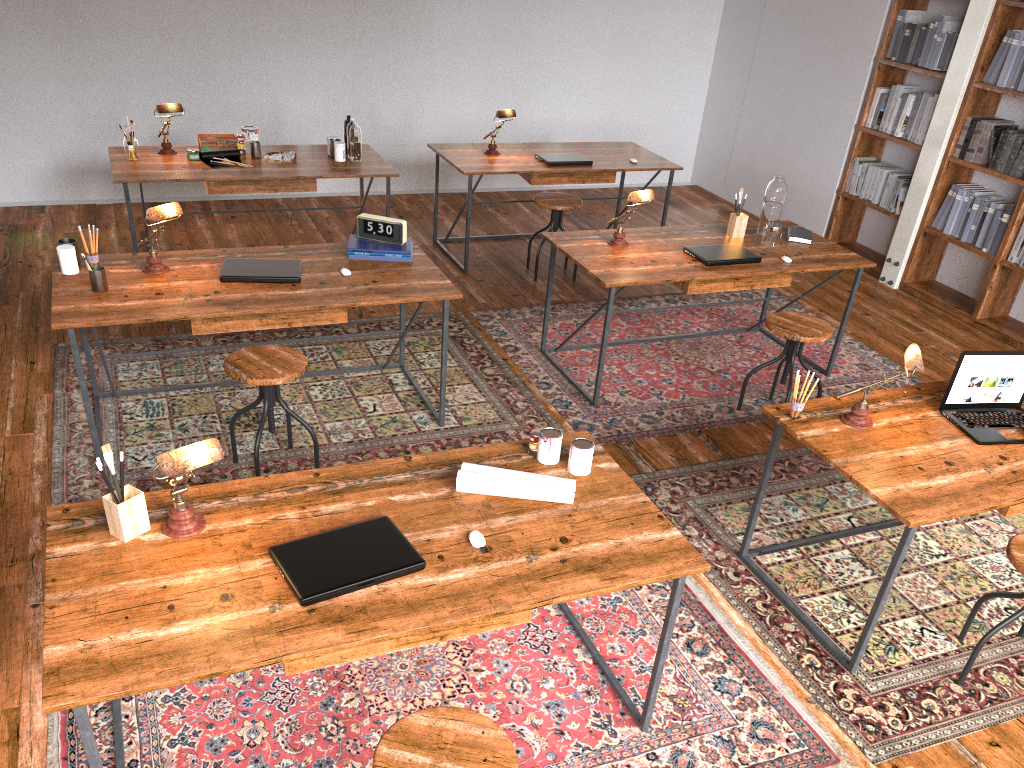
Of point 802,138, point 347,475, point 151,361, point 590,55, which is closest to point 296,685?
point 347,475

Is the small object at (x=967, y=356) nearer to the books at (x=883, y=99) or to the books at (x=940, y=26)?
the books at (x=940, y=26)

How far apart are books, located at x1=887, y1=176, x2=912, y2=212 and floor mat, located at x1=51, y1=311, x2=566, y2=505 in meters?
3.3 m

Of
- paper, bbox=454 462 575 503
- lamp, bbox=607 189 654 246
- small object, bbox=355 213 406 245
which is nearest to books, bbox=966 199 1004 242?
lamp, bbox=607 189 654 246

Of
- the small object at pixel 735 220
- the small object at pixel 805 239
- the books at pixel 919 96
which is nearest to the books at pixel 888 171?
the books at pixel 919 96

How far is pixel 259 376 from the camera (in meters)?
3.30

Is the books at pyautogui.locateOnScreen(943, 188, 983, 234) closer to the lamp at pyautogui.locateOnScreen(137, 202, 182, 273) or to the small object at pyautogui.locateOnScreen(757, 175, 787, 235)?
the small object at pyautogui.locateOnScreen(757, 175, 787, 235)

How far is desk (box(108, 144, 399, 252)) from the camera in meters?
5.0

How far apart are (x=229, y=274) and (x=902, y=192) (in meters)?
4.78

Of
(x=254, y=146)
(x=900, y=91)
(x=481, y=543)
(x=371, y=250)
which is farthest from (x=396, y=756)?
(x=900, y=91)
